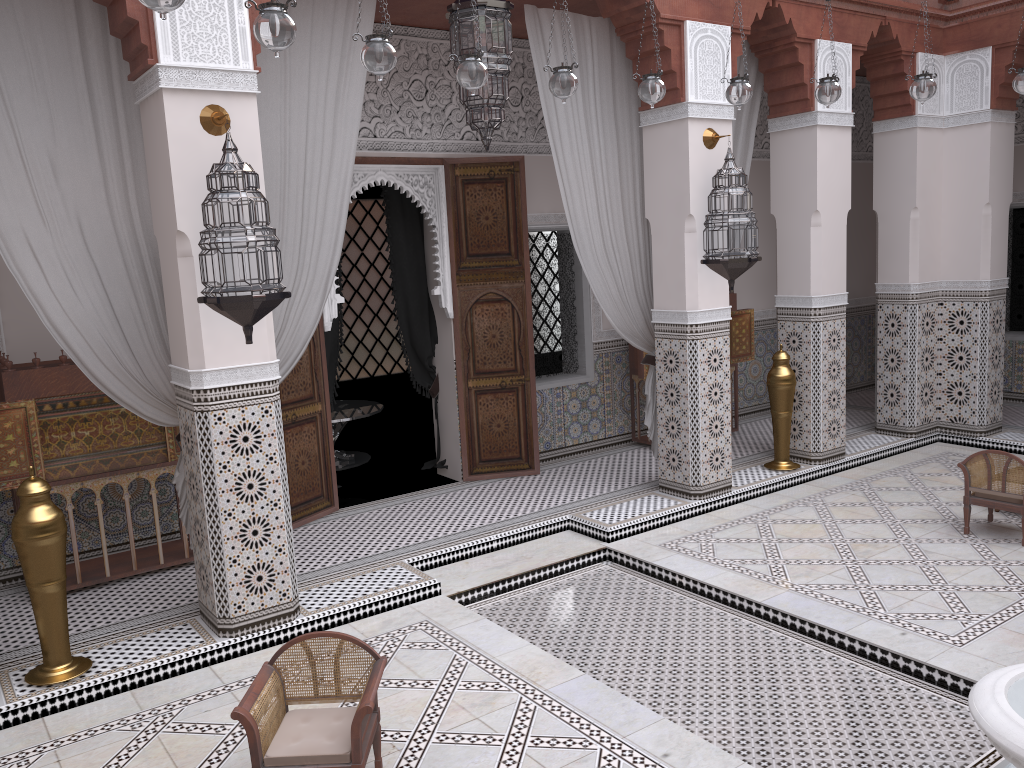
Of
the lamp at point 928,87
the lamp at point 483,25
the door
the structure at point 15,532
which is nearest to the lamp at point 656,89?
the lamp at point 483,25

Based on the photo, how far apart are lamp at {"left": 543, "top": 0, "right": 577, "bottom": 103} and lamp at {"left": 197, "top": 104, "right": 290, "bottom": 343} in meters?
0.8 m

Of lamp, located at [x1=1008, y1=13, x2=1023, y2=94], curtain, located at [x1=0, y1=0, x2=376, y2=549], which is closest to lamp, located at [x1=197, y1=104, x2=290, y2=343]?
curtain, located at [x1=0, y1=0, x2=376, y2=549]

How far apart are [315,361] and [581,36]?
1.6m

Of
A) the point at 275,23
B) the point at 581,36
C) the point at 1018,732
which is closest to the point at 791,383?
A: the point at 581,36

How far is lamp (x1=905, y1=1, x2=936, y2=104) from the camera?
2.7m

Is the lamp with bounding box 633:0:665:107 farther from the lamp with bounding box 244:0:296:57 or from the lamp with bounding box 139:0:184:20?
the lamp with bounding box 139:0:184:20

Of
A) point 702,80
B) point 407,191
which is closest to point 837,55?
point 702,80

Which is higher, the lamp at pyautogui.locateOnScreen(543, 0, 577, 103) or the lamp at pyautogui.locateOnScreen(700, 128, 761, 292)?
the lamp at pyautogui.locateOnScreen(543, 0, 577, 103)

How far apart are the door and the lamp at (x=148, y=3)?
2.1 meters
